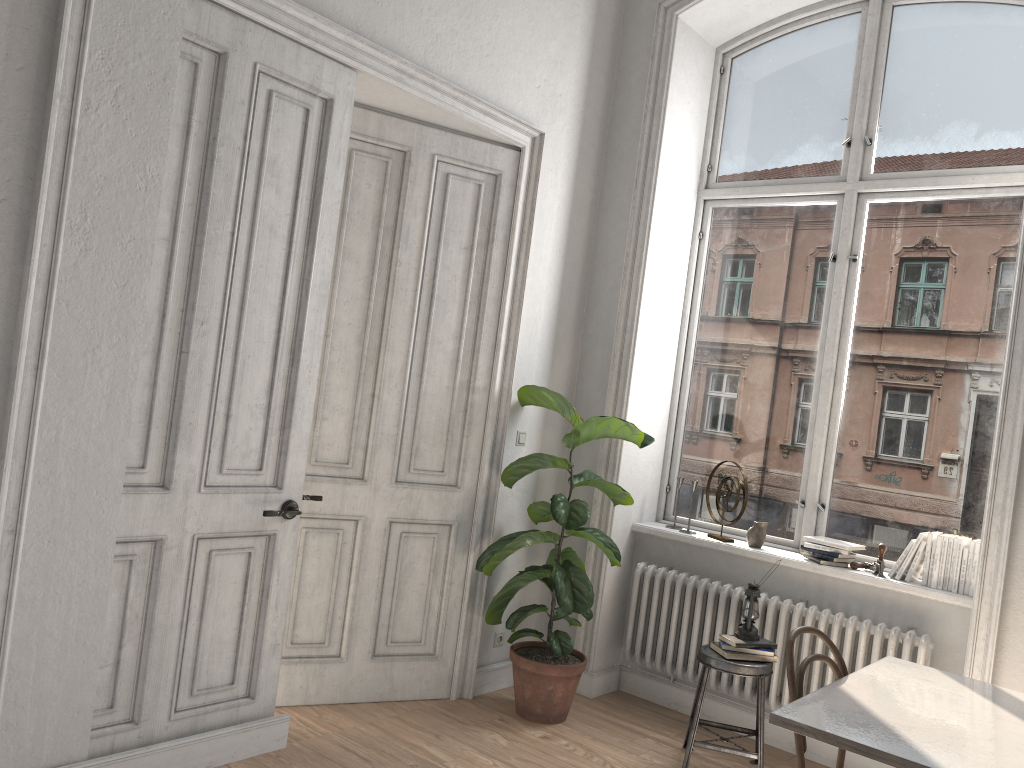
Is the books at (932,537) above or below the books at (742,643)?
above

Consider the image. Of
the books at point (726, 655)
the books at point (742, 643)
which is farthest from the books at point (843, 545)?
the books at point (726, 655)

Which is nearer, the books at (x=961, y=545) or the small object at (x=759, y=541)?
the books at (x=961, y=545)

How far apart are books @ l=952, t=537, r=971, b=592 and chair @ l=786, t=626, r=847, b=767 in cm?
125

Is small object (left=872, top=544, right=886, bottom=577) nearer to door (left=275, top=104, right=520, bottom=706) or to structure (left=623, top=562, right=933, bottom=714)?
structure (left=623, top=562, right=933, bottom=714)

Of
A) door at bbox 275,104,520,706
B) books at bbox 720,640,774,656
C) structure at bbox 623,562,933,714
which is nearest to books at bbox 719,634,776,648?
books at bbox 720,640,774,656

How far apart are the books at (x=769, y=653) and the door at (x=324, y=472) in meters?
1.3

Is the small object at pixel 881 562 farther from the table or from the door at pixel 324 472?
the door at pixel 324 472

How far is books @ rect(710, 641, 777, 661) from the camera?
4.0 meters

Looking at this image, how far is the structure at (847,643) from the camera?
4.06m
